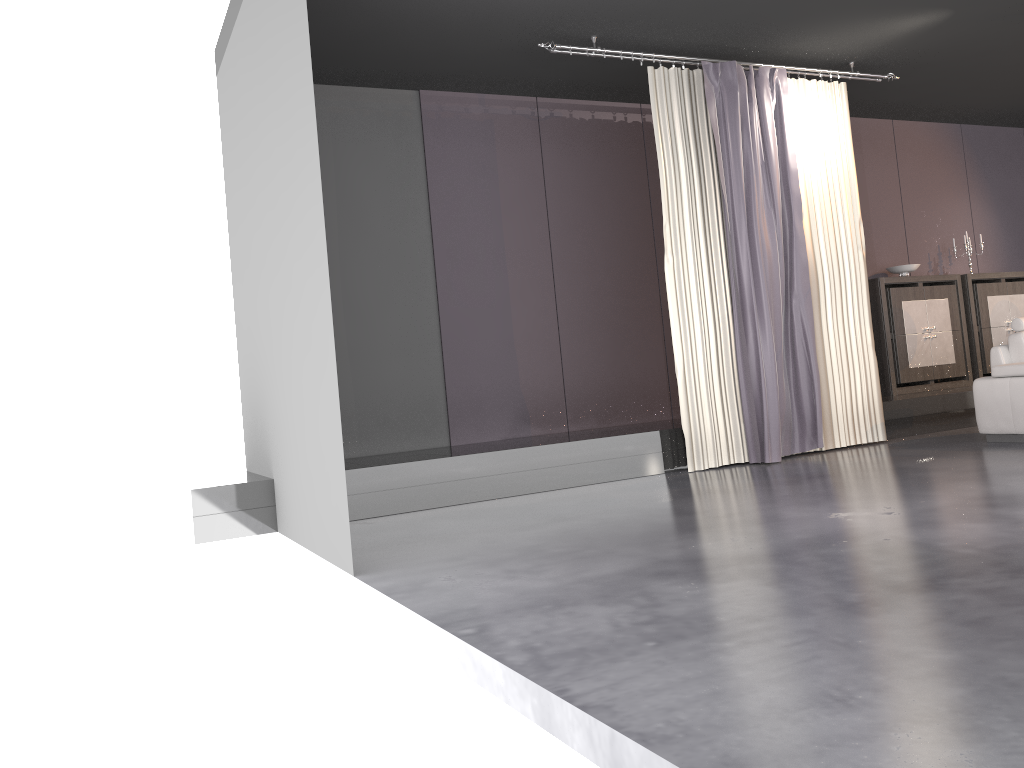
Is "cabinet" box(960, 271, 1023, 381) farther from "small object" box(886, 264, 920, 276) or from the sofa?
the sofa

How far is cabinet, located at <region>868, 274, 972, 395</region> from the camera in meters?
Answer: 8.0 m

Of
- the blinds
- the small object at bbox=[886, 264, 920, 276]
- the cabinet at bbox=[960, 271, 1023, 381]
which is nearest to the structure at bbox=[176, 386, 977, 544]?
the blinds

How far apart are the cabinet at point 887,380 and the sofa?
1.6 meters

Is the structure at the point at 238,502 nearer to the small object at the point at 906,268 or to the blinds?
the blinds

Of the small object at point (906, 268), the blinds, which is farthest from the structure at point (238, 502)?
the small object at point (906, 268)

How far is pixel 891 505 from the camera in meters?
4.1

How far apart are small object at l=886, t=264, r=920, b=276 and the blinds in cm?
168

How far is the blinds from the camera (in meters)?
6.16

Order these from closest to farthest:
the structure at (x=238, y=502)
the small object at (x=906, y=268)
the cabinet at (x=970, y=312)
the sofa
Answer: the structure at (x=238, y=502) < the sofa < the small object at (x=906, y=268) < the cabinet at (x=970, y=312)
